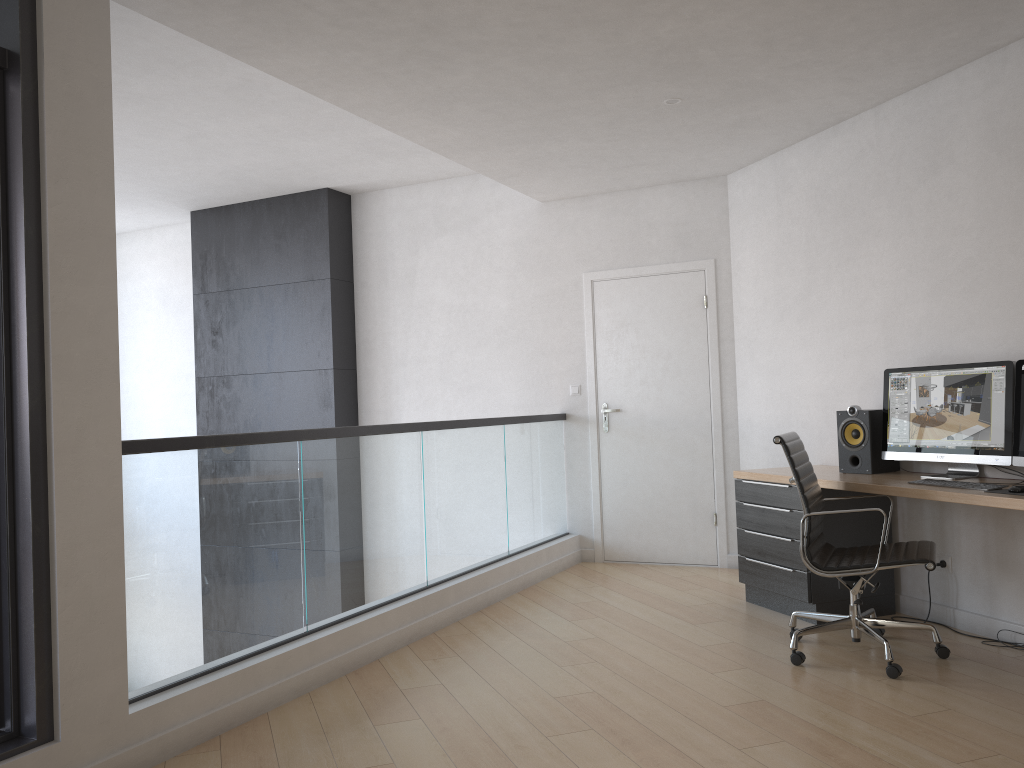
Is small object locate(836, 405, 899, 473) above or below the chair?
above

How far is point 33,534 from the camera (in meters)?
2.68

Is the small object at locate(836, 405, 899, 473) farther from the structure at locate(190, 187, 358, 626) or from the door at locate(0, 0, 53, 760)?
the structure at locate(190, 187, 358, 626)

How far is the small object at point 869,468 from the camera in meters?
4.5 m

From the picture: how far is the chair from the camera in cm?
370

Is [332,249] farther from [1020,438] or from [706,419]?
[1020,438]

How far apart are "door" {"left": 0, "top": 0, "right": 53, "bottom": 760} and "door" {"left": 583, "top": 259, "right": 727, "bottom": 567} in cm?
428

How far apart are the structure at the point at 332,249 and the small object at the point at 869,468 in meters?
4.0 m

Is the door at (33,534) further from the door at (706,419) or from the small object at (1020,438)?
the door at (706,419)

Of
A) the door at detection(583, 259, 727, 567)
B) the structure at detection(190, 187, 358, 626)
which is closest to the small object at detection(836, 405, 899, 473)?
the door at detection(583, 259, 727, 567)
